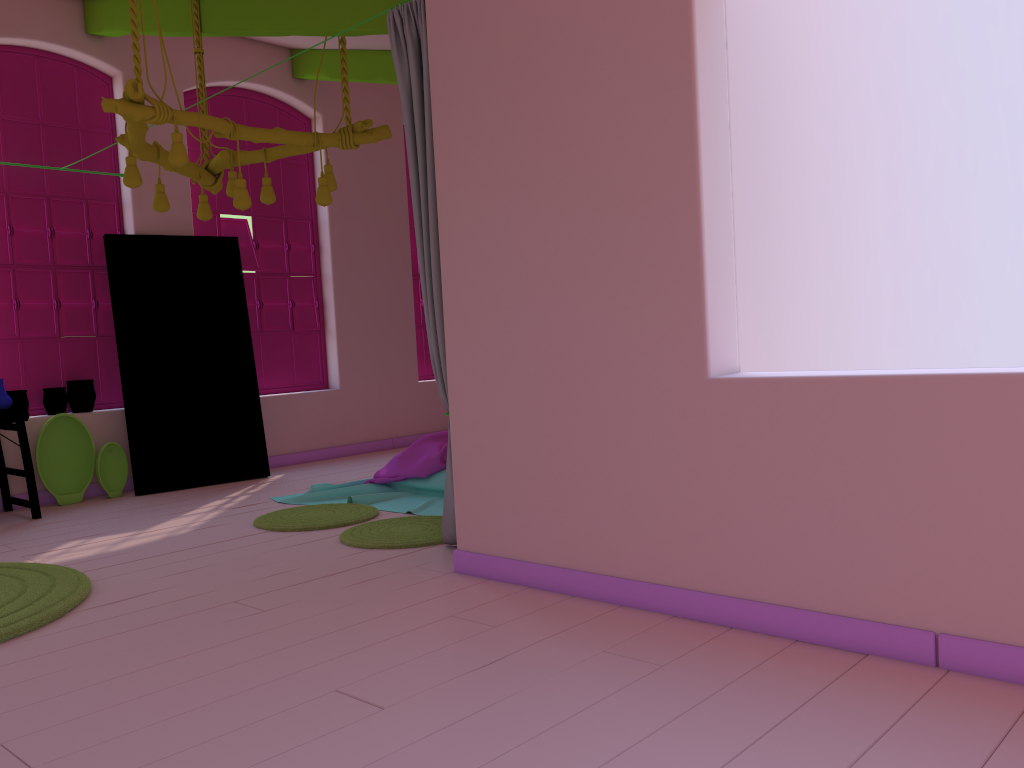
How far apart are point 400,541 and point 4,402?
3.4m

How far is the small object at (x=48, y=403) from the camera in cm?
719

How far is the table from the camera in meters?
6.3 m

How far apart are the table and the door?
0.89m

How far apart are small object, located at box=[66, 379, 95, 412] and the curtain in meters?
4.1

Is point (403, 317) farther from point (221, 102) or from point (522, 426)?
point (522, 426)

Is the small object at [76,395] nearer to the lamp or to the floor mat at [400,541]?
the lamp

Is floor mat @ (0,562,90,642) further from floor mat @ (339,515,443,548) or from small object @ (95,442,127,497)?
small object @ (95,442,127,497)

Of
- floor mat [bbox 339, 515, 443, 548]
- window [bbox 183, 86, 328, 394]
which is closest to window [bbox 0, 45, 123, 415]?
window [bbox 183, 86, 328, 394]

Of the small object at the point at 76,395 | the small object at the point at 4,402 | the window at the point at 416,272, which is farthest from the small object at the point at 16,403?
the window at the point at 416,272
